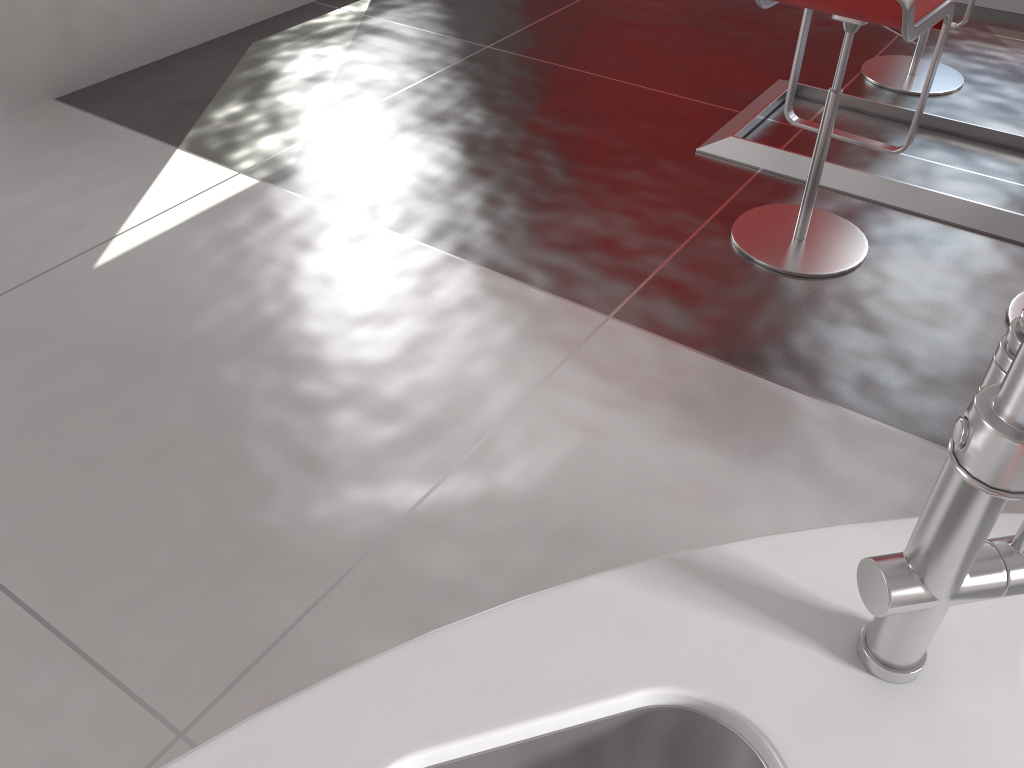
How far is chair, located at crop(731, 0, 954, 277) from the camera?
2.16m

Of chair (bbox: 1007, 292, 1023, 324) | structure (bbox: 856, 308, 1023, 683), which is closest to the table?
chair (bbox: 1007, 292, 1023, 324)

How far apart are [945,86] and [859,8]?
1.85m

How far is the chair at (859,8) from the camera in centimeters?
216cm

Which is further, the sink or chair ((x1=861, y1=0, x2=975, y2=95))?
chair ((x1=861, y1=0, x2=975, y2=95))

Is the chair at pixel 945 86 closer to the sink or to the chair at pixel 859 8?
the chair at pixel 859 8

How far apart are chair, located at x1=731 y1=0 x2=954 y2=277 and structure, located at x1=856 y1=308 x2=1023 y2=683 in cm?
181

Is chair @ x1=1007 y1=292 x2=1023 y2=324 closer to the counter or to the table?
the table

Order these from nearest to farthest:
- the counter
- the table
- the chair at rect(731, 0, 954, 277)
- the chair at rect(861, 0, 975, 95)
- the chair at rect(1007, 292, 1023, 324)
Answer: the counter
the chair at rect(731, 0, 954, 277)
the chair at rect(1007, 292, 1023, 324)
the table
the chair at rect(861, 0, 975, 95)

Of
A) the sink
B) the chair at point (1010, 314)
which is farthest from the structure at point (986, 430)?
the chair at point (1010, 314)
